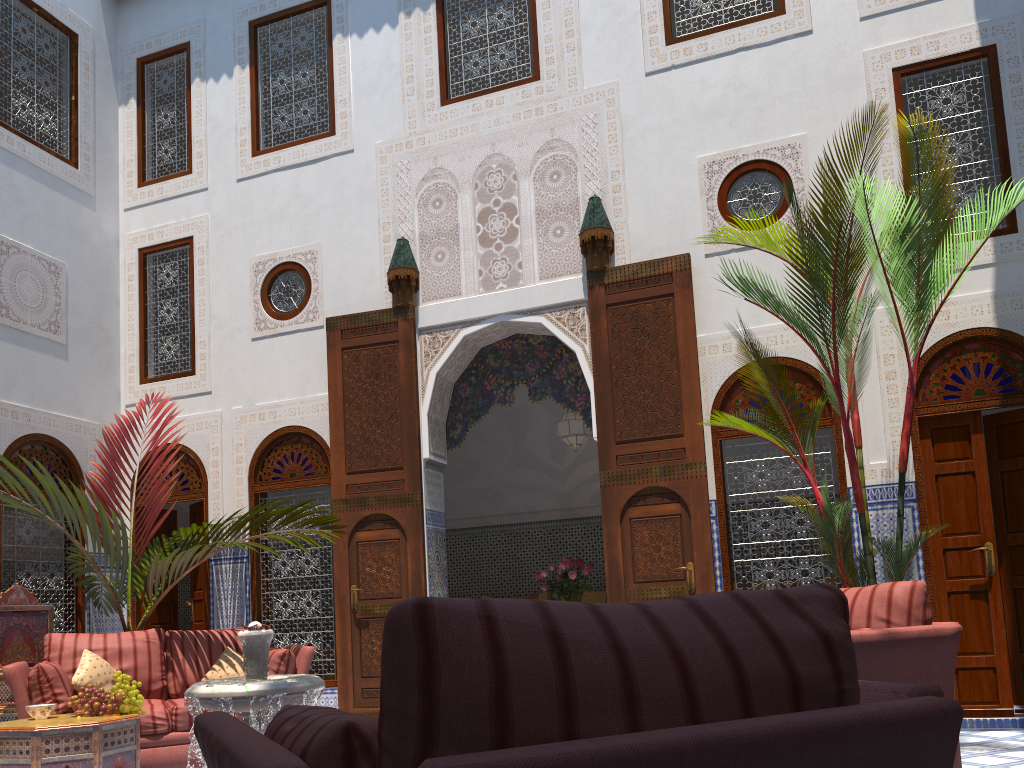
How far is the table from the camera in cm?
Result: 320

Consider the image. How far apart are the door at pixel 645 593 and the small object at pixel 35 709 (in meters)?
2.60

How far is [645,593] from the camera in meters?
4.5

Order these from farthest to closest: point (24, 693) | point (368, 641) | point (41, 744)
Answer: point (368, 641)
point (24, 693)
point (41, 744)

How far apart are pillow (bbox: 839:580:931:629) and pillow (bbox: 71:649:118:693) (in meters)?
3.23

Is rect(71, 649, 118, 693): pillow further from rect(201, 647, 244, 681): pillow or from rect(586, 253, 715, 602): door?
rect(586, 253, 715, 602): door

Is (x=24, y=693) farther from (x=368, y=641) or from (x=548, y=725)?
(x=548, y=725)

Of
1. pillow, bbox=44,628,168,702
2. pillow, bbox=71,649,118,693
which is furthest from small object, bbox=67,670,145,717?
pillow, bbox=44,628,168,702

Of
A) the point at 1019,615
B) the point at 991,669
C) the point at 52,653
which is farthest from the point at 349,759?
the point at 1019,615

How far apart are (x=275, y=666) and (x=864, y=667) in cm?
268
